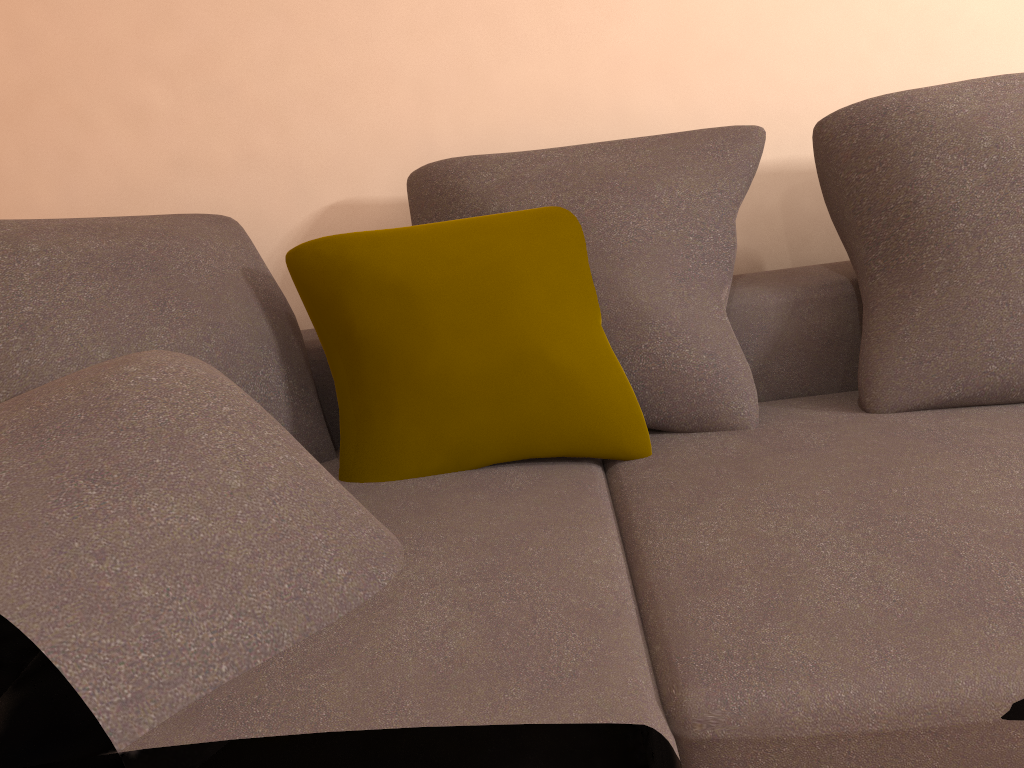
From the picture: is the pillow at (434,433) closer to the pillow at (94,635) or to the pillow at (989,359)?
the pillow at (94,635)

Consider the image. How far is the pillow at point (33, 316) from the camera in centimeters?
139cm

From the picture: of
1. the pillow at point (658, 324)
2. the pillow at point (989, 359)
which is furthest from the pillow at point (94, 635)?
the pillow at point (989, 359)

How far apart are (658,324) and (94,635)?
1.1m

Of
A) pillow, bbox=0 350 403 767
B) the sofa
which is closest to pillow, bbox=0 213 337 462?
the sofa

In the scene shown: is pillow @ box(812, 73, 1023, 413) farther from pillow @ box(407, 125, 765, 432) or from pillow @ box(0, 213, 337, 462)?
pillow @ box(0, 213, 337, 462)

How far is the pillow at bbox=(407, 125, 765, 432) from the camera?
1.6m

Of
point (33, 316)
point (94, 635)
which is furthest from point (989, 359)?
point (33, 316)

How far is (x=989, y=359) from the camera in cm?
152

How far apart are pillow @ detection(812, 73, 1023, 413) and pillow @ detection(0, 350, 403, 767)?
0.9 meters
